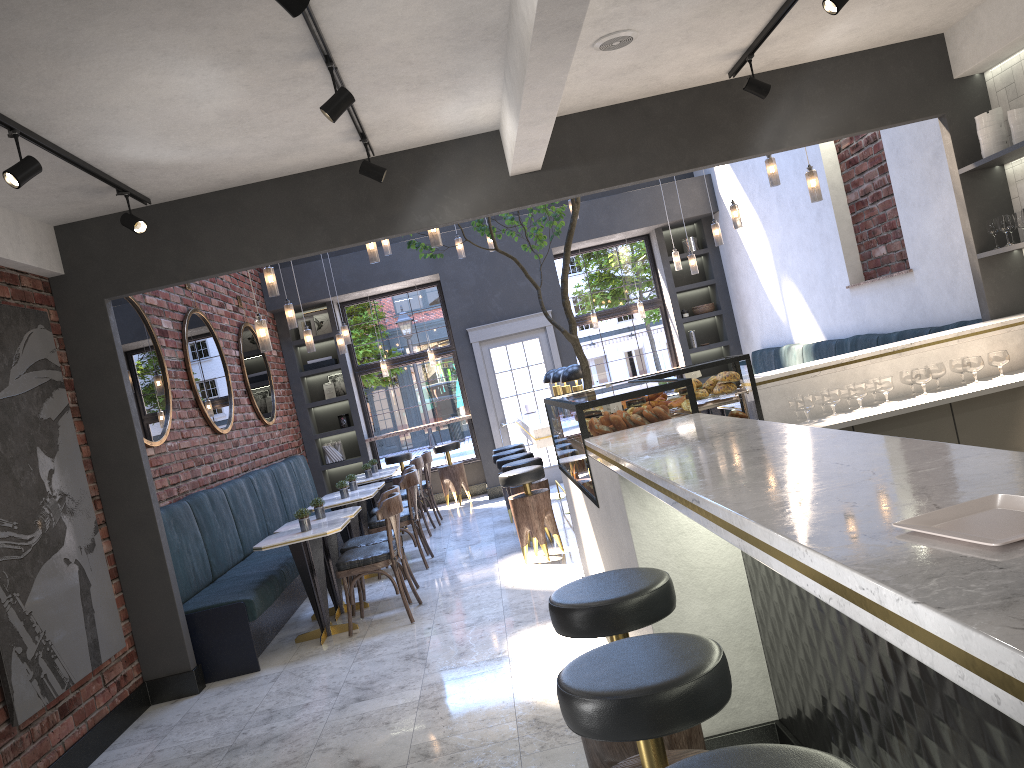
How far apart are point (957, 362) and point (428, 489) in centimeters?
634cm

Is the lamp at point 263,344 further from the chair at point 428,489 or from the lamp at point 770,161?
the chair at point 428,489

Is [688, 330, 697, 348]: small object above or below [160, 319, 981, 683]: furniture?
above

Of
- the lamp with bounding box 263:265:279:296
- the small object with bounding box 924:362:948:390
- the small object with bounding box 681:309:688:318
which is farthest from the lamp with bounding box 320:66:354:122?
the small object with bounding box 681:309:688:318

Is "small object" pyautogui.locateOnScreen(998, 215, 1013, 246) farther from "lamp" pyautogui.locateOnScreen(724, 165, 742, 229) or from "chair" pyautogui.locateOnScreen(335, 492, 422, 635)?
"chair" pyautogui.locateOnScreen(335, 492, 422, 635)

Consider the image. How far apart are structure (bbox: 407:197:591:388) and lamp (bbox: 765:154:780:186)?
1.55m

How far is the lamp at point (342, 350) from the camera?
9.7m

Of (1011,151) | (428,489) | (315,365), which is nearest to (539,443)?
(1011,151)

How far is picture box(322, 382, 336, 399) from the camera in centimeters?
1210cm

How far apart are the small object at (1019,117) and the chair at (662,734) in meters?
4.6
